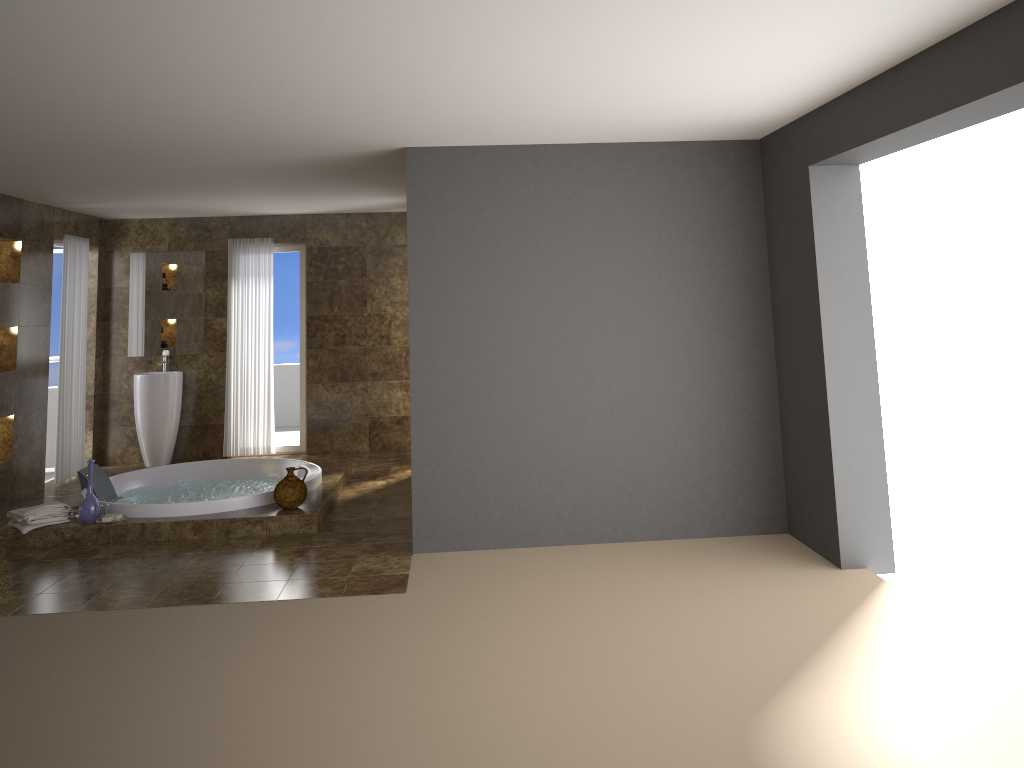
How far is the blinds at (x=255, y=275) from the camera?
9.07m

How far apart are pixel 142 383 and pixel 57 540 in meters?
3.0

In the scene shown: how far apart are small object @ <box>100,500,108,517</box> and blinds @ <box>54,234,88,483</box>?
2.3 meters

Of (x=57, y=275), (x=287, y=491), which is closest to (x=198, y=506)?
(x=287, y=491)

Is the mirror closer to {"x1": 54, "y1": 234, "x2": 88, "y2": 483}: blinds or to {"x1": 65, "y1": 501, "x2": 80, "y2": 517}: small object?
{"x1": 54, "y1": 234, "x2": 88, "y2": 483}: blinds

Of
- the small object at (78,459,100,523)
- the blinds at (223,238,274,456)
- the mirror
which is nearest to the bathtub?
the small object at (78,459,100,523)

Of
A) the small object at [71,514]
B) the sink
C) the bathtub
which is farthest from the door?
the small object at [71,514]

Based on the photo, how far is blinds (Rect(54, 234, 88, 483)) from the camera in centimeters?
803cm

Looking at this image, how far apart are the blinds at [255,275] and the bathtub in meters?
1.3 m

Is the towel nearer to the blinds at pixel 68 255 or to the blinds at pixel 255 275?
the blinds at pixel 68 255
